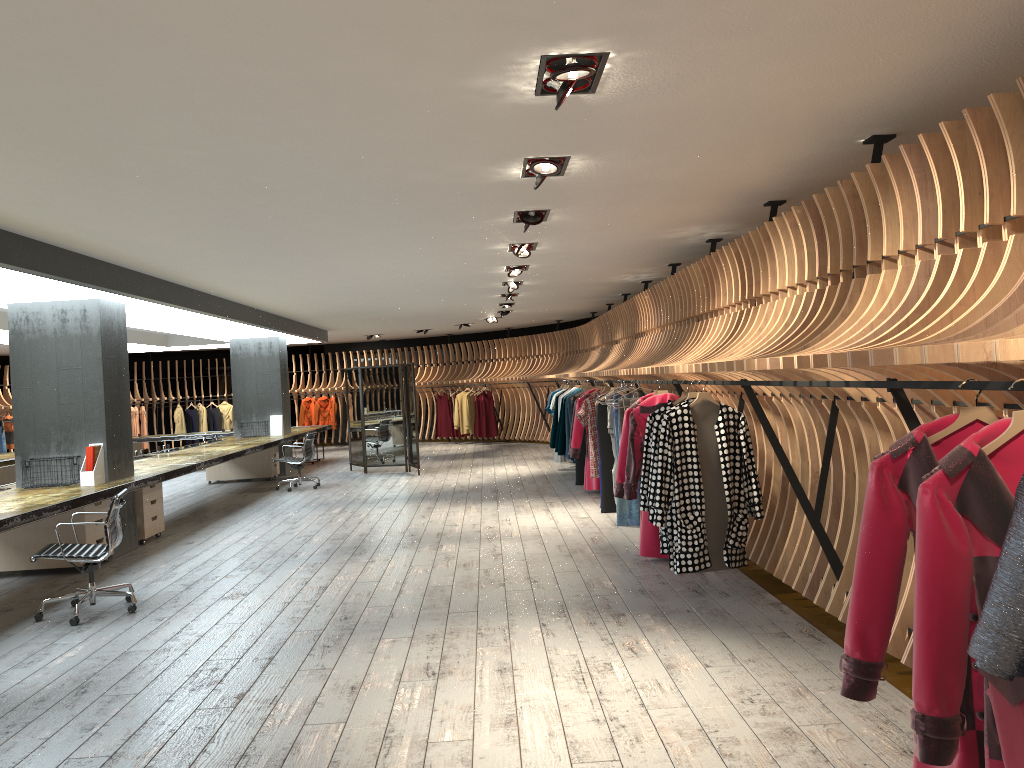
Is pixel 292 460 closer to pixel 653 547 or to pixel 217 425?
pixel 653 547

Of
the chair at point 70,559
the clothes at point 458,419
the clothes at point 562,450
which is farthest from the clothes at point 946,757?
the clothes at point 458,419

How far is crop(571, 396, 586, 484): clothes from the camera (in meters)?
12.31

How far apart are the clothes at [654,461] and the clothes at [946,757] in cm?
355

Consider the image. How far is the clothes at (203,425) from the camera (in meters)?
22.69

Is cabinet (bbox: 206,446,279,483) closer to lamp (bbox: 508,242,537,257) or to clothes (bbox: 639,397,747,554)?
lamp (bbox: 508,242,537,257)

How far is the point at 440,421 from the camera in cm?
2206

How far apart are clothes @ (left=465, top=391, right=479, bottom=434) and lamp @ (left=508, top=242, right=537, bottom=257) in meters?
12.6

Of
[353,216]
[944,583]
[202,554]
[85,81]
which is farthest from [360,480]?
[944,583]

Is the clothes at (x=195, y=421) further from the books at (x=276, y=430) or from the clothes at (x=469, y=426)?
the books at (x=276, y=430)
